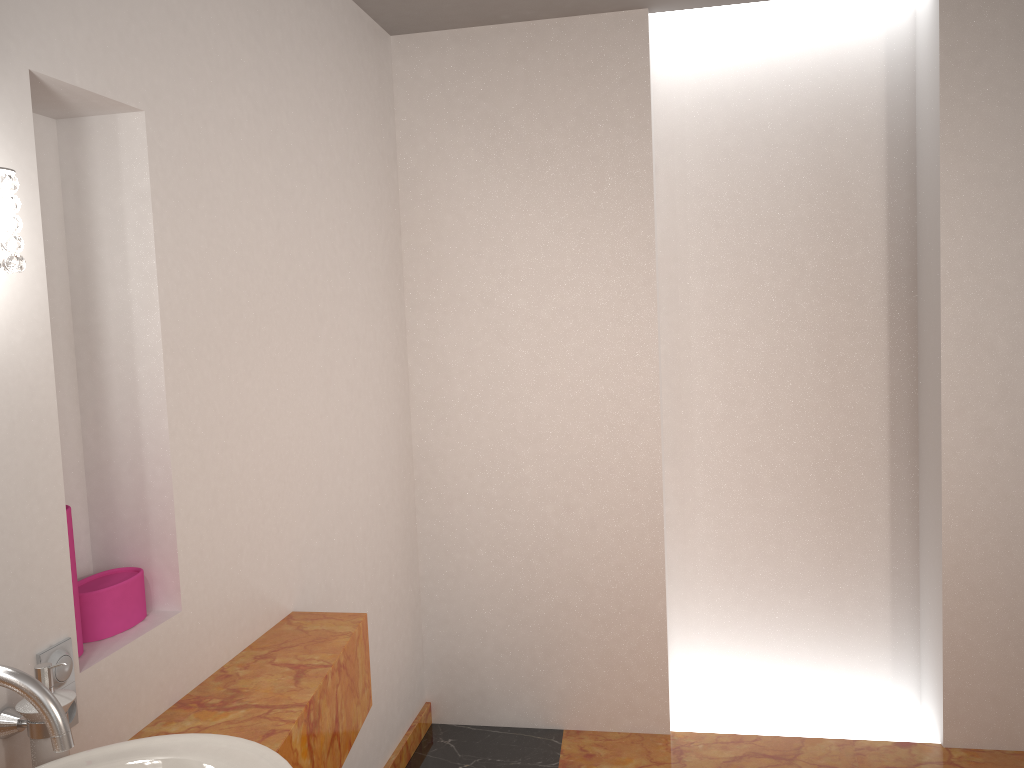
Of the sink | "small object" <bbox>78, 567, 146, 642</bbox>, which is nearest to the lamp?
the sink

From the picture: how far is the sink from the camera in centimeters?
95cm

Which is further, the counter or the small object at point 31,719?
the counter

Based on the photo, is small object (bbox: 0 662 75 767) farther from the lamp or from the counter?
the lamp

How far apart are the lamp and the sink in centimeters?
51cm

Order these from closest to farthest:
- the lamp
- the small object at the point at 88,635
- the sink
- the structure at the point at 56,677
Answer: the sink < the lamp < the structure at the point at 56,677 < the small object at the point at 88,635

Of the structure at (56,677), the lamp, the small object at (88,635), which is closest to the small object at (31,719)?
the structure at (56,677)

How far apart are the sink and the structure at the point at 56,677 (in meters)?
0.23

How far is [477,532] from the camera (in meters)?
3.21

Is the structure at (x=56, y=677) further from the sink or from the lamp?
the lamp
